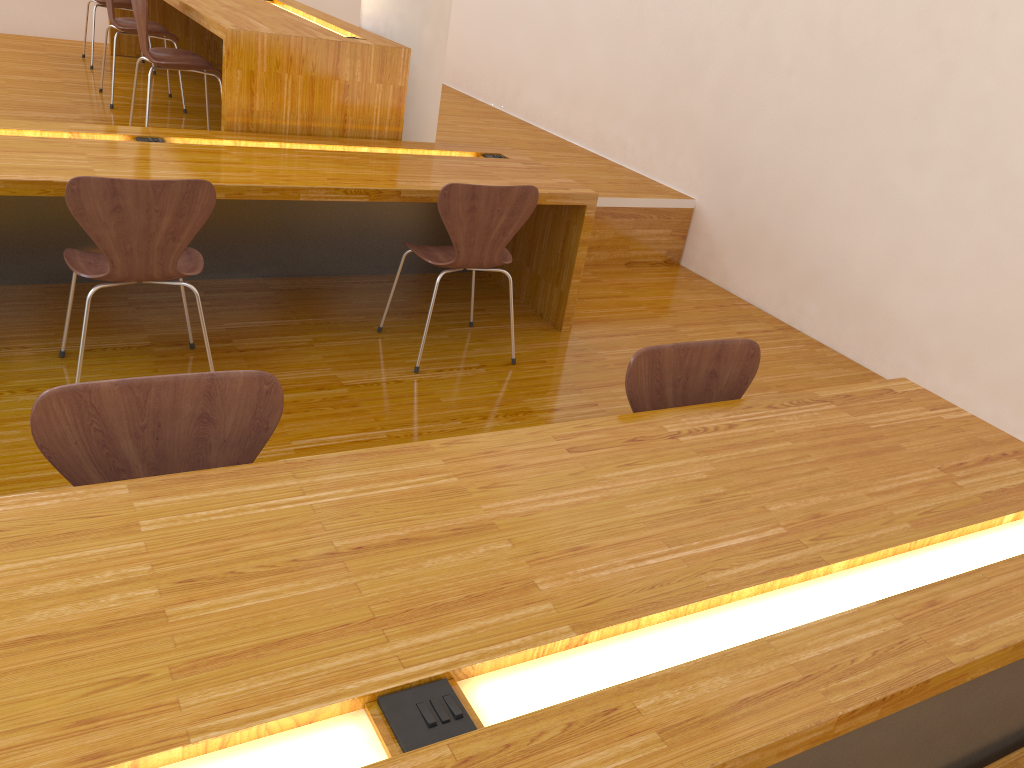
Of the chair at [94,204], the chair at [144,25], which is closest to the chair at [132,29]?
the chair at [144,25]

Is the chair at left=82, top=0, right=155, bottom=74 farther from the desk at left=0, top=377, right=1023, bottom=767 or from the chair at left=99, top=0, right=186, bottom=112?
the desk at left=0, top=377, right=1023, bottom=767

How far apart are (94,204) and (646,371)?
1.56m

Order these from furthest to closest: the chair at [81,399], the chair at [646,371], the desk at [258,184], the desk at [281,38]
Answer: the desk at [281,38] < the desk at [258,184] < the chair at [646,371] < the chair at [81,399]

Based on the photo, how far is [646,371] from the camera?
1.9m

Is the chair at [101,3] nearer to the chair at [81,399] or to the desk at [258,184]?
the desk at [258,184]

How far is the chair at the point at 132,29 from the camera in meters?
4.4

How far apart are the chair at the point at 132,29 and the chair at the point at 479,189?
2.29m

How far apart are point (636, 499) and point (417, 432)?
1.40m

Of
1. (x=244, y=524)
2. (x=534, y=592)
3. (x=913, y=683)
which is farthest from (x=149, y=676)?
(x=913, y=683)
